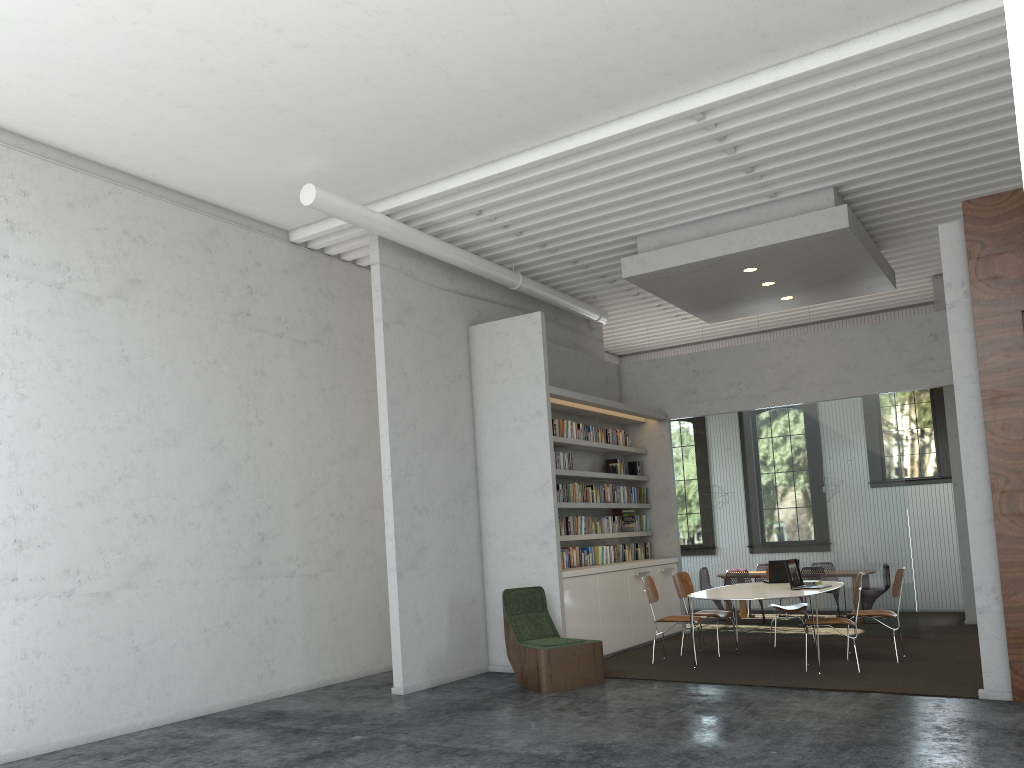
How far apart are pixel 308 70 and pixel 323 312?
3.6m
